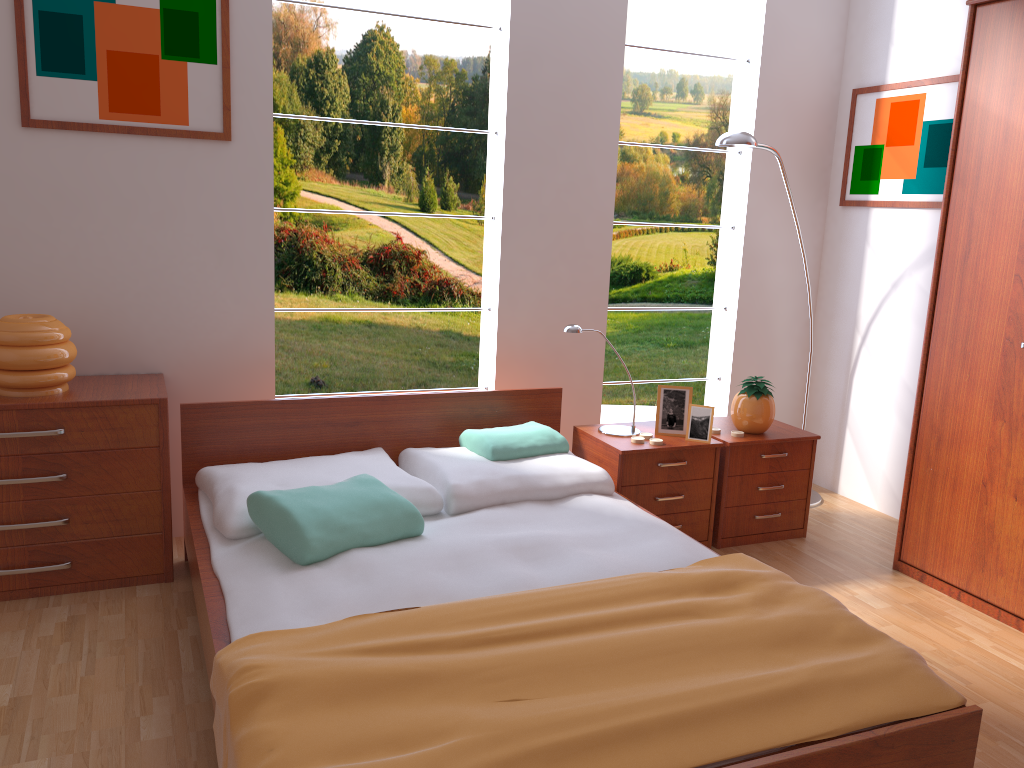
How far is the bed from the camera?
1.61m

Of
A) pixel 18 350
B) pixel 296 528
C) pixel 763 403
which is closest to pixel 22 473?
pixel 18 350

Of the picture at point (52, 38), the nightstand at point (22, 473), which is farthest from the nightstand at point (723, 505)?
the picture at point (52, 38)

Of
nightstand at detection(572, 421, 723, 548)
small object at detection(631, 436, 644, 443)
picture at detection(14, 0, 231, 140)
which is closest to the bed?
nightstand at detection(572, 421, 723, 548)

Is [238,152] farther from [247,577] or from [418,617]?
[418,617]

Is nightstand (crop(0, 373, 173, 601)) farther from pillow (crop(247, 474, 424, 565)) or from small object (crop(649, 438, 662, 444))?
small object (crop(649, 438, 662, 444))

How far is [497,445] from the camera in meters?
3.1 m

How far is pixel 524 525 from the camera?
2.72m

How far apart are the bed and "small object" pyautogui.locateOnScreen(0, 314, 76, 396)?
0.4 meters

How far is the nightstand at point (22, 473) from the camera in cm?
268
